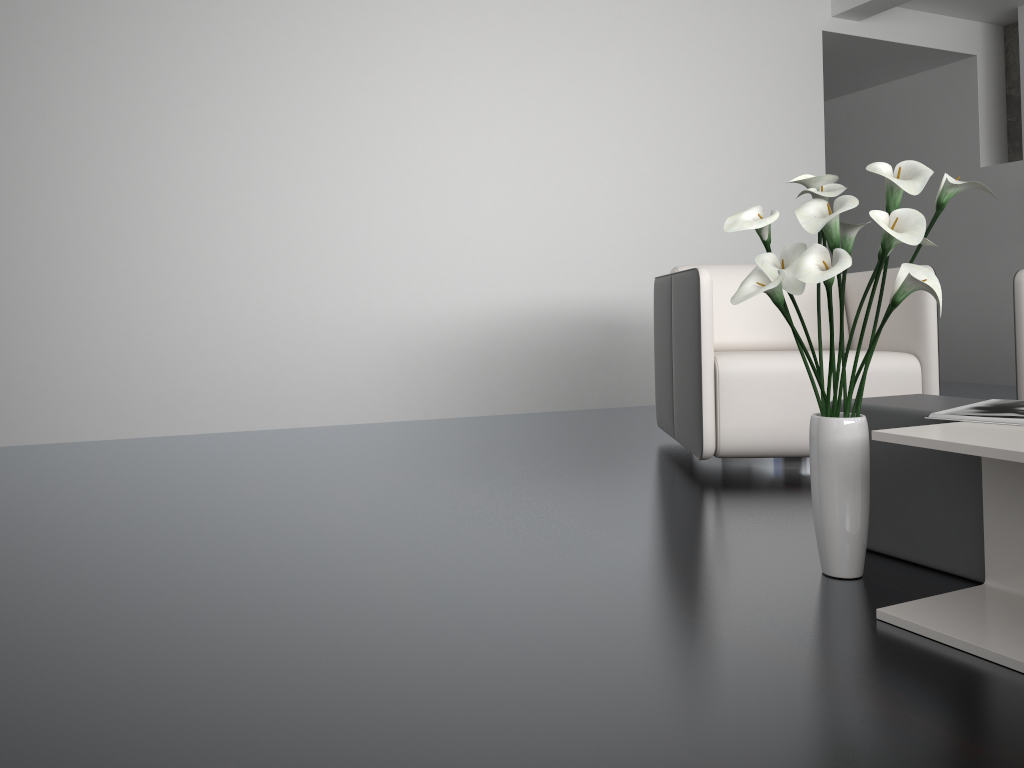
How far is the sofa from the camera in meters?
3.1

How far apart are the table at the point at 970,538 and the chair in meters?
0.7

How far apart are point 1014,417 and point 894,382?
1.2m

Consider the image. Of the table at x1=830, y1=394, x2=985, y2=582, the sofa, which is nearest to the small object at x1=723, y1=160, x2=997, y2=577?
the table at x1=830, y1=394, x2=985, y2=582

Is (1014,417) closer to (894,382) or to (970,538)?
(970,538)

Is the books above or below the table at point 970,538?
above

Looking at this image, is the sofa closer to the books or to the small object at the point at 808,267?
the books

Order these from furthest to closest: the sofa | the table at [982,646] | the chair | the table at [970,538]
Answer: the sofa
the chair
the table at [970,538]
the table at [982,646]

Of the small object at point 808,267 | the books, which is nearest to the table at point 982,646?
the books

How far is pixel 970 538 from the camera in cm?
171
